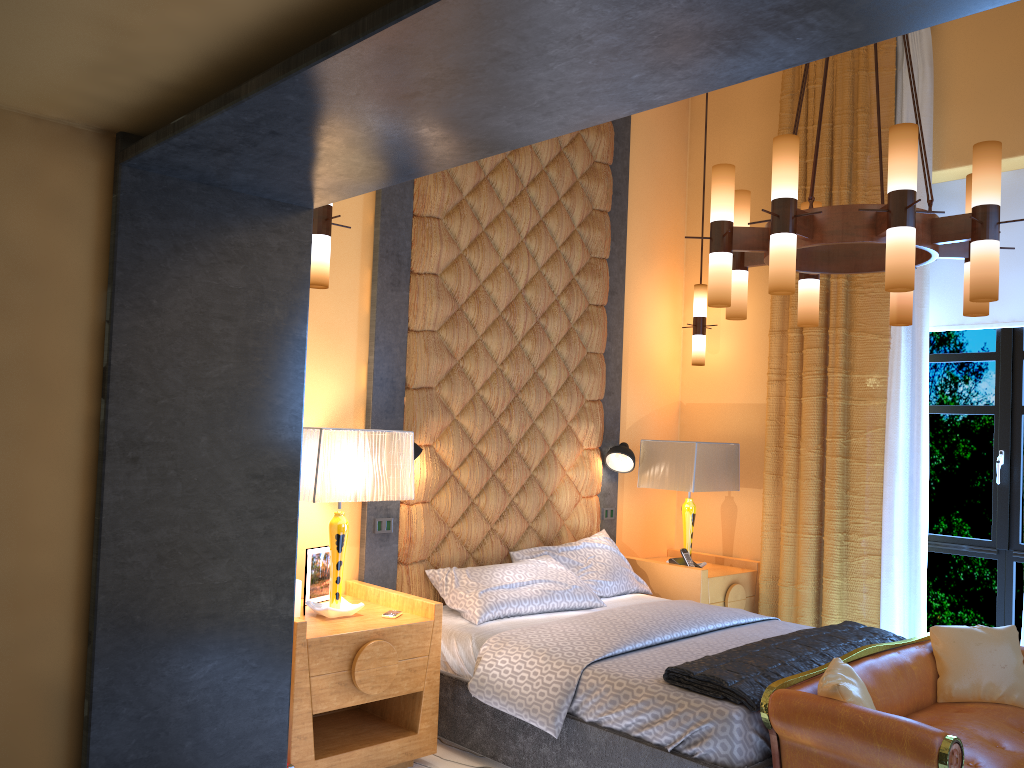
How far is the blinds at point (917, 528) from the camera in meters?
4.8 m

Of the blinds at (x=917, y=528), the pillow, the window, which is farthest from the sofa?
the window

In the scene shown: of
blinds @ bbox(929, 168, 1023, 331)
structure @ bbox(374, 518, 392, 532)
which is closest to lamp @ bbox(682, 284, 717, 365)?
blinds @ bbox(929, 168, 1023, 331)

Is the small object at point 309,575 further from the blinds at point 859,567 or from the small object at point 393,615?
the blinds at point 859,567

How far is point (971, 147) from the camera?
4.9 meters

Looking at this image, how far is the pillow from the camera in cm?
301

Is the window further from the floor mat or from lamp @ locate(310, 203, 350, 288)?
lamp @ locate(310, 203, 350, 288)

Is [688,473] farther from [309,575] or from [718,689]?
[309,575]

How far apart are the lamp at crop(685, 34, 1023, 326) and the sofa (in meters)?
1.32

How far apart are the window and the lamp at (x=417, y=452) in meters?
3.0
